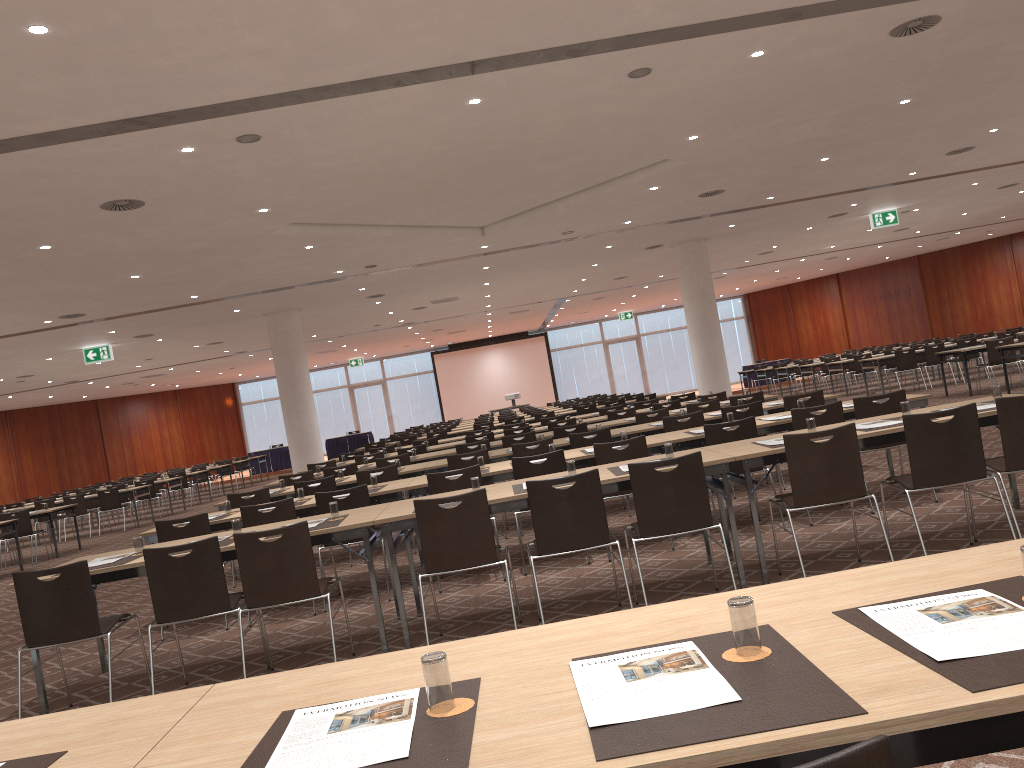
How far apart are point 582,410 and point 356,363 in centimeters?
2023cm

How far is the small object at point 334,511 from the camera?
5.9m

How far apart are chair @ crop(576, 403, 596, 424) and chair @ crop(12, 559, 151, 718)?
13.7m

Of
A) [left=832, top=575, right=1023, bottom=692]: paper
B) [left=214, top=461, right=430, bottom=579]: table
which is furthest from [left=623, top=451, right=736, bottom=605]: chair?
[left=214, top=461, right=430, bottom=579]: table

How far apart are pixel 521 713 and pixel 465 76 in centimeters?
617cm

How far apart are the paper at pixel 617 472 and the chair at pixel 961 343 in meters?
15.7

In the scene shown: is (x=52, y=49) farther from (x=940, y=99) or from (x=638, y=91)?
(x=940, y=99)

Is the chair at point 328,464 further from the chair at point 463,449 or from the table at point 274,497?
the table at point 274,497

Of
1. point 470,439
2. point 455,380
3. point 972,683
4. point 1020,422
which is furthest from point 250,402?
point 972,683

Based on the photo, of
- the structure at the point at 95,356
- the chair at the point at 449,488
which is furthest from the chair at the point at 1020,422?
the structure at the point at 95,356
